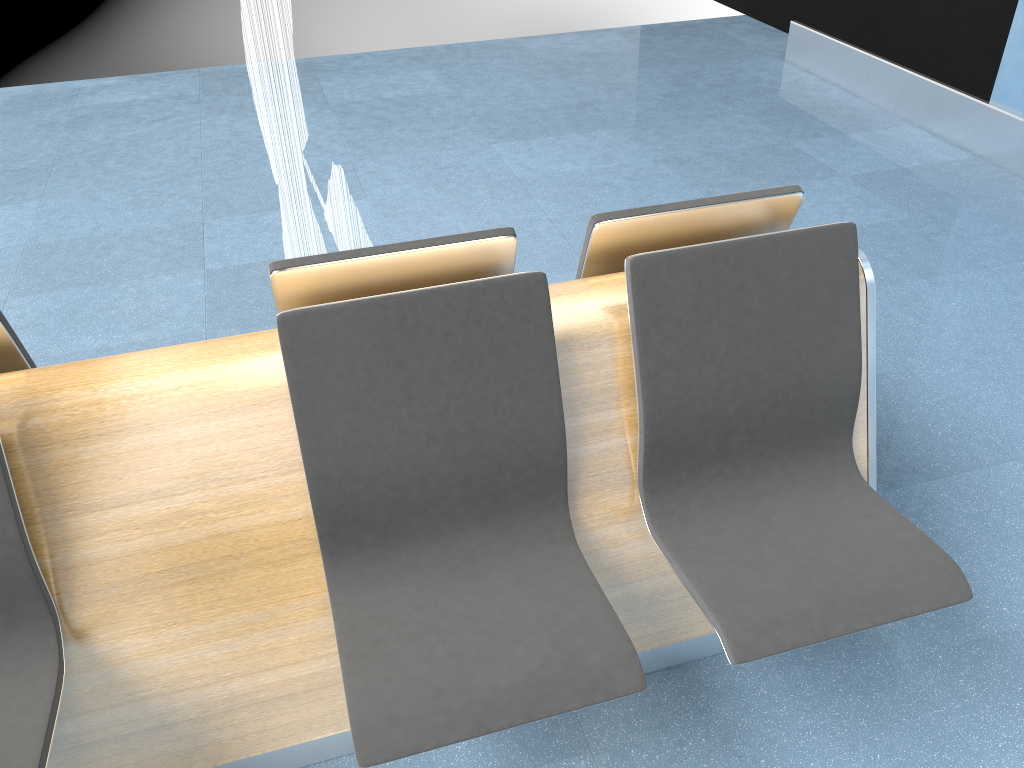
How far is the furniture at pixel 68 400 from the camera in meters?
1.5

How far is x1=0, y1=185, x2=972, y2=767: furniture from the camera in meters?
1.5

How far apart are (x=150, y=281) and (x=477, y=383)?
2.4m

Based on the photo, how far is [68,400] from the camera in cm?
154

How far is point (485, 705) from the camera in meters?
1.4 m
